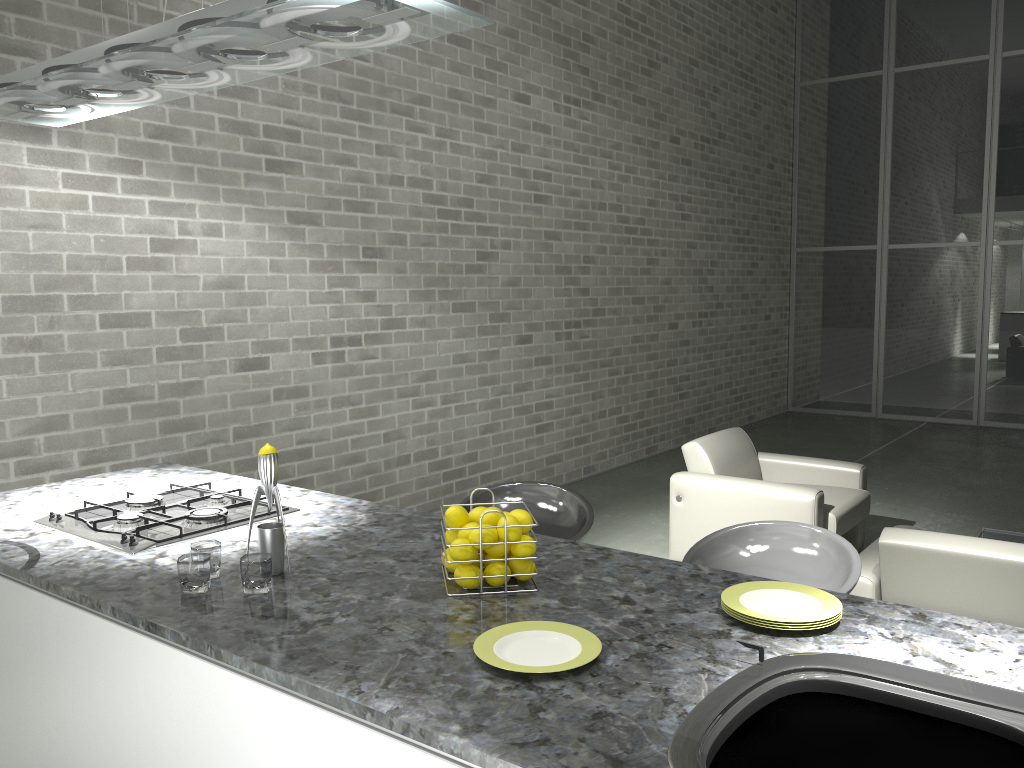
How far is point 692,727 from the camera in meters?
1.2

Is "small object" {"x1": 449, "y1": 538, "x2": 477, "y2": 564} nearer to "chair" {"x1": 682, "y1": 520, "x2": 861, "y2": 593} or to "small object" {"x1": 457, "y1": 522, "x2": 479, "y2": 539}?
"small object" {"x1": 457, "y1": 522, "x2": 479, "y2": 539}

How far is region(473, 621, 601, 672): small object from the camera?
1.45m

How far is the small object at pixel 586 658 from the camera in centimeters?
145cm

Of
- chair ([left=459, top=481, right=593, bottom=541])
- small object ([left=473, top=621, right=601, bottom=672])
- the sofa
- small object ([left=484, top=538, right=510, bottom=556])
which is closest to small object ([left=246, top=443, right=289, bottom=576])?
small object ([left=484, top=538, right=510, bottom=556])

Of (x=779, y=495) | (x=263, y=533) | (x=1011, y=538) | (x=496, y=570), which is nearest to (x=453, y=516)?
(x=496, y=570)

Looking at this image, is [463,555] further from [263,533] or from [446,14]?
[446,14]

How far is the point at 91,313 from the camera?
4.0 meters

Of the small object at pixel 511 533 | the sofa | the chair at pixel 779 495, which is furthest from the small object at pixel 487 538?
the chair at pixel 779 495

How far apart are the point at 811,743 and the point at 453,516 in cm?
84
